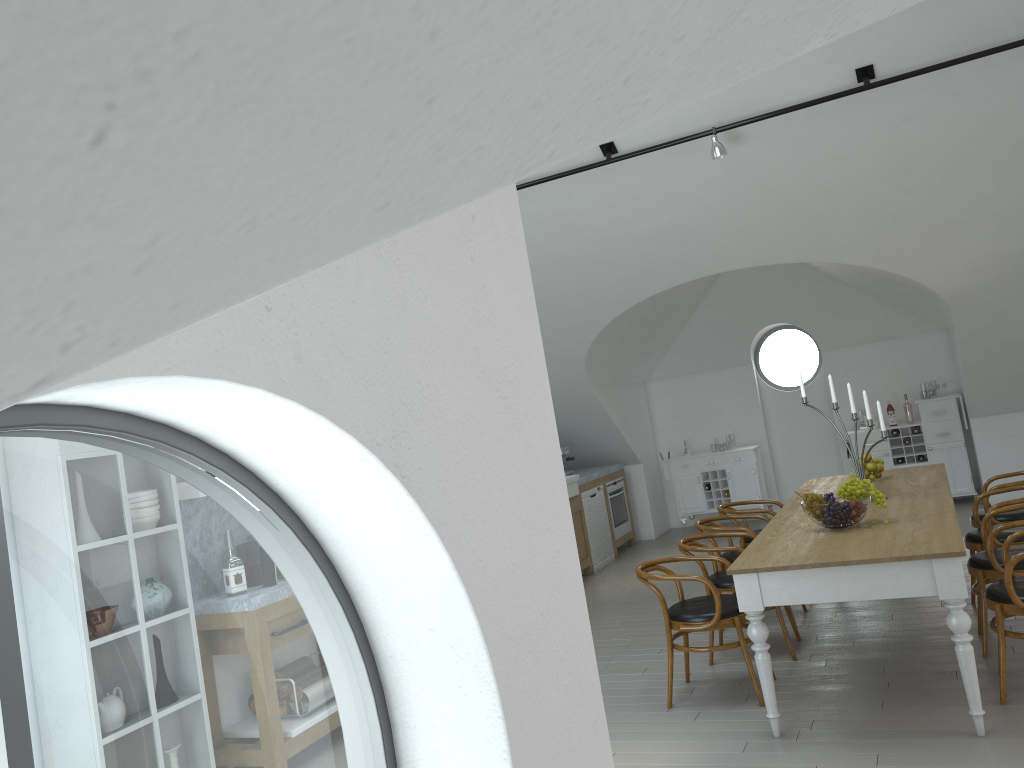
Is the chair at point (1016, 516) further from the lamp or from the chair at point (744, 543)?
the lamp

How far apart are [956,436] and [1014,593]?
5.93m

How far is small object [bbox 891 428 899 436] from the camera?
9.7m

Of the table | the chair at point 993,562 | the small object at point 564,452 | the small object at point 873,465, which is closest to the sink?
the small object at point 564,452

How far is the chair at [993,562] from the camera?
4.7m

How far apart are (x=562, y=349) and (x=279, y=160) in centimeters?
866cm

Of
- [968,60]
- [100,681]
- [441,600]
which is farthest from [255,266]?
[100,681]

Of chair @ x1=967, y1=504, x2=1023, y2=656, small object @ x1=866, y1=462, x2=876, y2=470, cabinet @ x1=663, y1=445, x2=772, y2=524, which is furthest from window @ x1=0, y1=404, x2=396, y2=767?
small object @ x1=866, y1=462, x2=876, y2=470

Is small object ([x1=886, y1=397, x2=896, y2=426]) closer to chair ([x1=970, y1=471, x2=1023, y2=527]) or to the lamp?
chair ([x1=970, y1=471, x2=1023, y2=527])

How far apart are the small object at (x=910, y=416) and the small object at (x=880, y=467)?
3.85m
